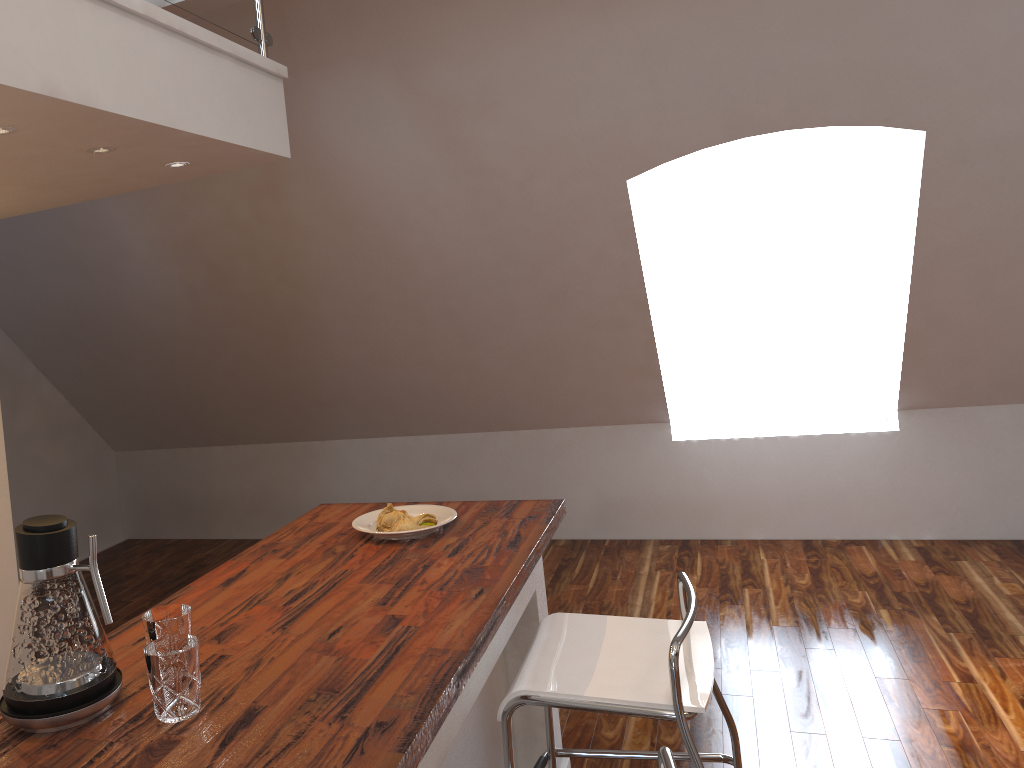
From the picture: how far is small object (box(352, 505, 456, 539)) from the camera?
2.37m

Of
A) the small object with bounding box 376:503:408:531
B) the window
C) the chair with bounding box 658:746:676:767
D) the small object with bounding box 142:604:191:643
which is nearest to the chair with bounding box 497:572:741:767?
the chair with bounding box 658:746:676:767

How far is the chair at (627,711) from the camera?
1.8m

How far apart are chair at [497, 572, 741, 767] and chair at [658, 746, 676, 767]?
0.4 meters

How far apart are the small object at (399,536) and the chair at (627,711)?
0.4 meters

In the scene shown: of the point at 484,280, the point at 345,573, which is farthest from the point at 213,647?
the point at 484,280

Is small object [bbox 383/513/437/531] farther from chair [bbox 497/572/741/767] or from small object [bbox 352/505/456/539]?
chair [bbox 497/572/741/767]

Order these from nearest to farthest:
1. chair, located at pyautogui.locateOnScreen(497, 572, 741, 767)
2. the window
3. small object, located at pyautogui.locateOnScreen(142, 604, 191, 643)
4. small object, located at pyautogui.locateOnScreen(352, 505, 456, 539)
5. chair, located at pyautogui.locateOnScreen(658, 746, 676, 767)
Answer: chair, located at pyautogui.locateOnScreen(658, 746, 676, 767) → small object, located at pyautogui.locateOnScreen(142, 604, 191, 643) → chair, located at pyautogui.locateOnScreen(497, 572, 741, 767) → small object, located at pyautogui.locateOnScreen(352, 505, 456, 539) → the window

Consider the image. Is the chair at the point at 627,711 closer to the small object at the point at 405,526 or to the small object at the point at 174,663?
the small object at the point at 405,526

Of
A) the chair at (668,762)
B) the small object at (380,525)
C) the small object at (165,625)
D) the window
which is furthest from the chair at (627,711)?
the window
